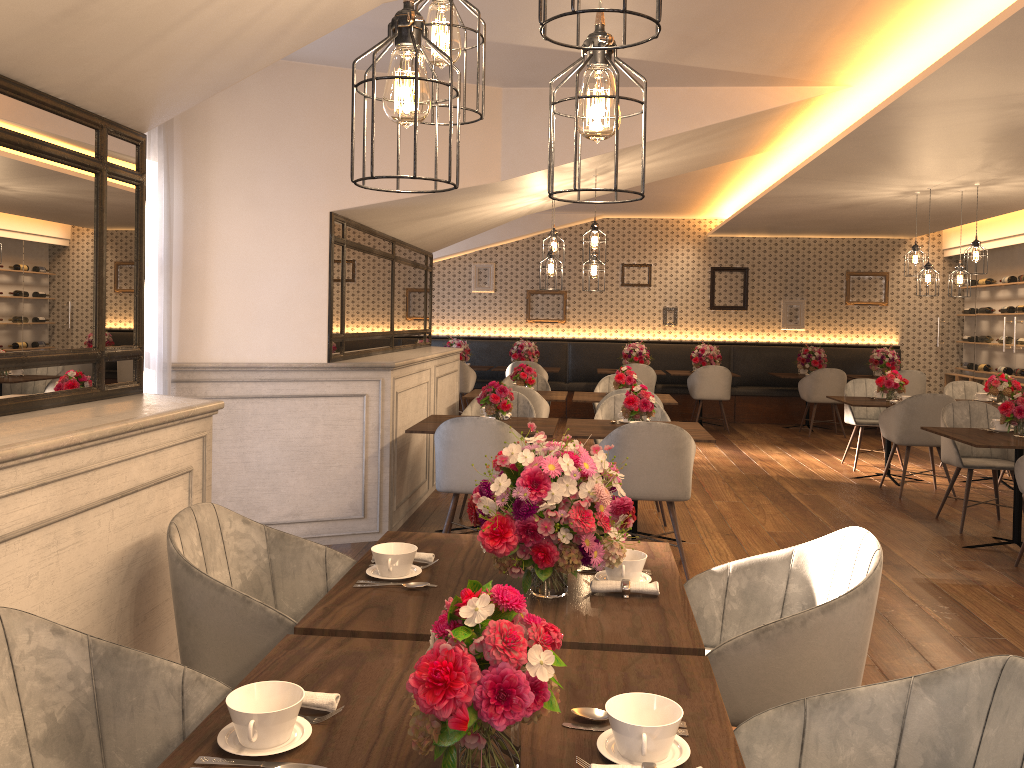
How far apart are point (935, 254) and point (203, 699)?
12.89m

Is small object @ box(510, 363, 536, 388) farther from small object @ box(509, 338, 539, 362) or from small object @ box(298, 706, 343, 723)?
small object @ box(298, 706, 343, 723)

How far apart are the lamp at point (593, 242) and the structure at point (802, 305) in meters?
7.1 m

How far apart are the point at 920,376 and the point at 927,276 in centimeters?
341cm

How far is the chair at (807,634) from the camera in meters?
2.1

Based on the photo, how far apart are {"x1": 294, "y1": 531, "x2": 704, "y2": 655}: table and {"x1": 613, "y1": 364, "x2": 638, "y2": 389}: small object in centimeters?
513cm

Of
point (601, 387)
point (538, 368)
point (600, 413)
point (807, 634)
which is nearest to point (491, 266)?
point (538, 368)

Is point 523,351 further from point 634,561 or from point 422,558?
point 634,561

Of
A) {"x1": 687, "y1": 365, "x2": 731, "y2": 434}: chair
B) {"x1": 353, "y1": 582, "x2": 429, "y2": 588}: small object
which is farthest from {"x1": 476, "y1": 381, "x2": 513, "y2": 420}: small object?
{"x1": 687, "y1": 365, "x2": 731, "y2": 434}: chair

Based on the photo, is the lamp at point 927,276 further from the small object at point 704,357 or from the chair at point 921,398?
the small object at point 704,357
